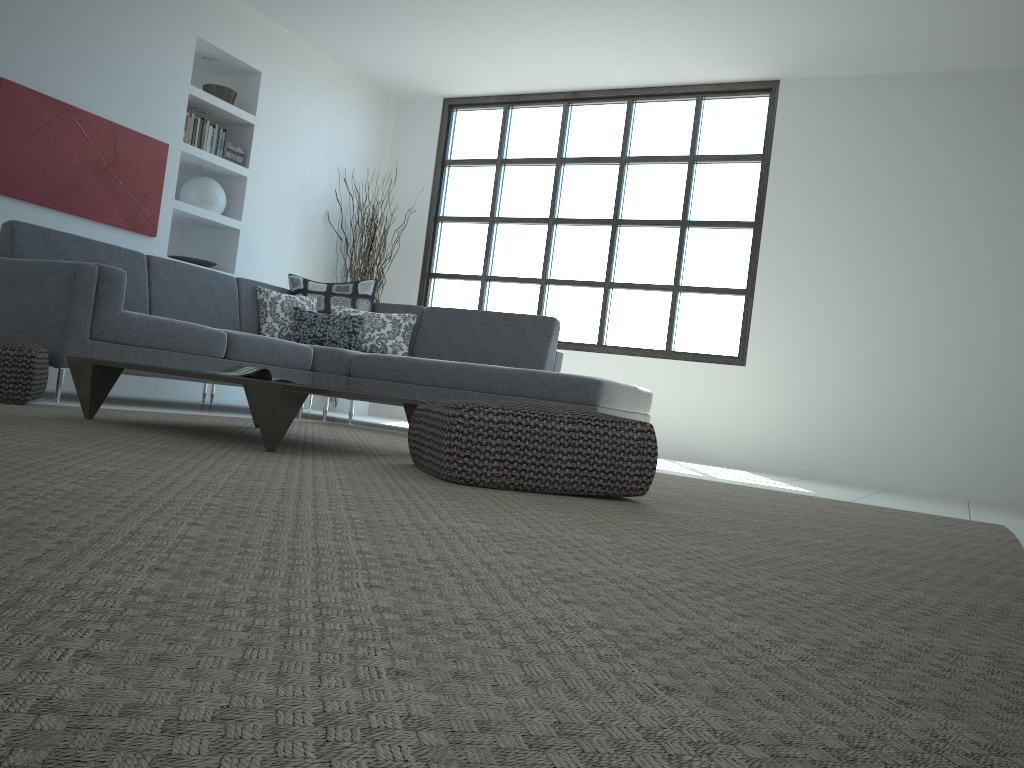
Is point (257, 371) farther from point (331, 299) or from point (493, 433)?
point (331, 299)

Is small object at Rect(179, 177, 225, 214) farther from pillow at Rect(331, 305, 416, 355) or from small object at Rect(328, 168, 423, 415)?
pillow at Rect(331, 305, 416, 355)

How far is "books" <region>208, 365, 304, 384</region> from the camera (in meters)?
3.51

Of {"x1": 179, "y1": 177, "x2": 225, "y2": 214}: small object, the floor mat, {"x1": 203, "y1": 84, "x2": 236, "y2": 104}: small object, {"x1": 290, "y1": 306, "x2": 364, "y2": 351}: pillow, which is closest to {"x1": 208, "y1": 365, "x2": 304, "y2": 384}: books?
the floor mat

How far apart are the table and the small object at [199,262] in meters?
3.1 m

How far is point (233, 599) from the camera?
0.9 meters

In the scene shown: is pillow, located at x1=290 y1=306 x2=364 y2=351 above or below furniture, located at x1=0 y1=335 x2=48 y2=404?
above

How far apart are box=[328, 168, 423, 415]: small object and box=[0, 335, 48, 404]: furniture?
3.9 meters

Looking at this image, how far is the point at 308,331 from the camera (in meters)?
5.88

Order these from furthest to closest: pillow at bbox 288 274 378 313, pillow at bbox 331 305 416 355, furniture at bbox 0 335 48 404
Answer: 1. pillow at bbox 288 274 378 313
2. pillow at bbox 331 305 416 355
3. furniture at bbox 0 335 48 404
